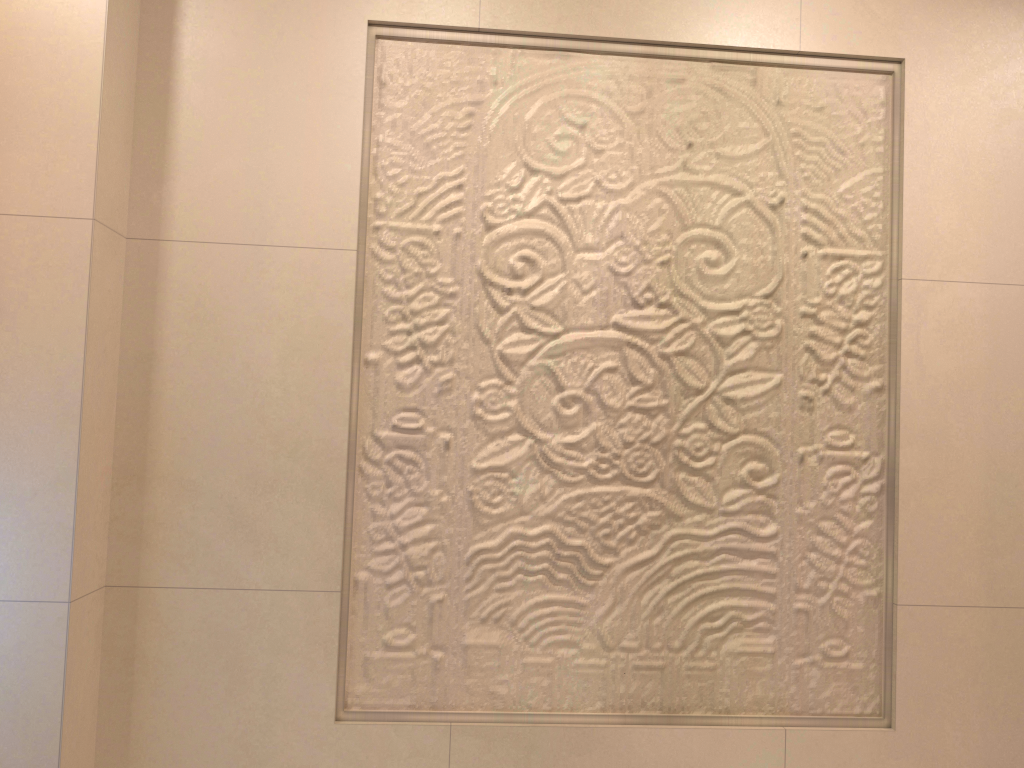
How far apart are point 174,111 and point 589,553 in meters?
1.1
